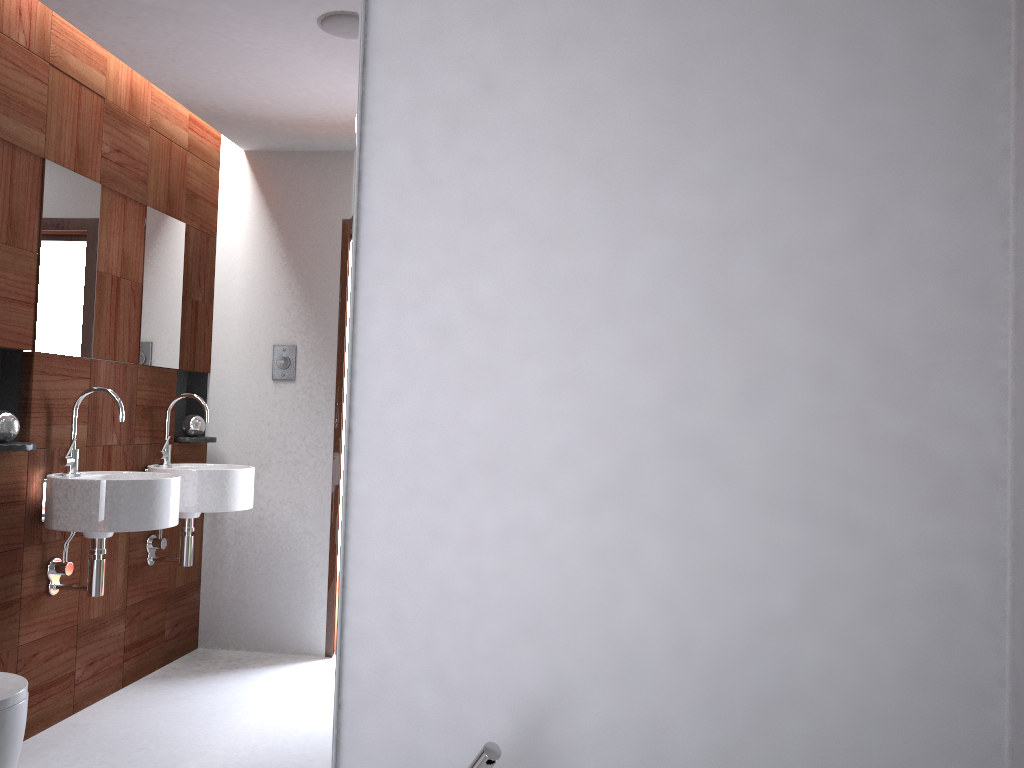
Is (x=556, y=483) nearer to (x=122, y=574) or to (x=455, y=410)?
(x=455, y=410)

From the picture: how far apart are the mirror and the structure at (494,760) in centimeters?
35cm

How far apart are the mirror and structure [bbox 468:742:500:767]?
0.35m

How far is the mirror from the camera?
1.5m

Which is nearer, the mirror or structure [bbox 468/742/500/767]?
structure [bbox 468/742/500/767]

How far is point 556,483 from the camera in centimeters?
145cm

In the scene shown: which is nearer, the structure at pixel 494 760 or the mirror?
the structure at pixel 494 760

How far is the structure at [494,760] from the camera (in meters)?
1.18
